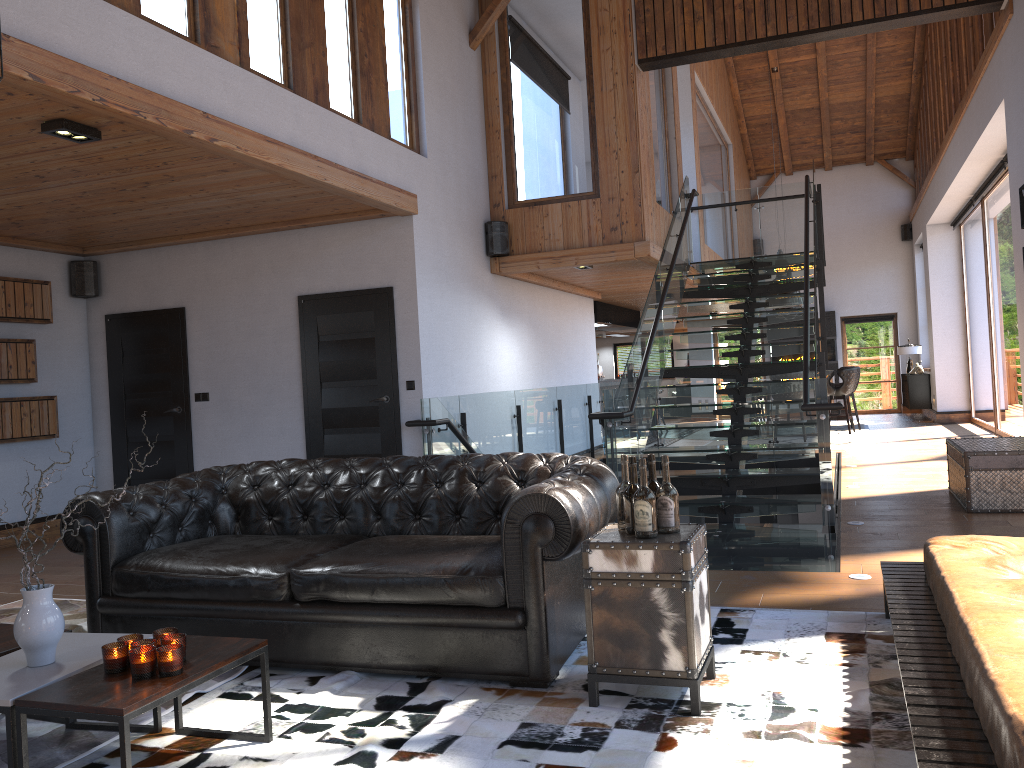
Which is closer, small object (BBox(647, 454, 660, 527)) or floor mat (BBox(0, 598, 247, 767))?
floor mat (BBox(0, 598, 247, 767))

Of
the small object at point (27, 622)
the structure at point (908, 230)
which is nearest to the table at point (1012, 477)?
the small object at point (27, 622)

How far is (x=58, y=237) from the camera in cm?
793

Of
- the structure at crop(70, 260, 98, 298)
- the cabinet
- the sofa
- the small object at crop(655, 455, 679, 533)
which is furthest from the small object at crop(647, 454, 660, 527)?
the cabinet

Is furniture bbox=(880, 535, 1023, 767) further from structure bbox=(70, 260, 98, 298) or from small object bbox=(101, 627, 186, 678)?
structure bbox=(70, 260, 98, 298)

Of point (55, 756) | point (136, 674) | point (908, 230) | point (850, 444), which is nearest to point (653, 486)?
point (136, 674)

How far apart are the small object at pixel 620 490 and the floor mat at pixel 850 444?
9.8m

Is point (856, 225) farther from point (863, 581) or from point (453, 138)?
point (863, 581)

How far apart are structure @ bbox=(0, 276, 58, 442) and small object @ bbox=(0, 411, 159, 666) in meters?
5.5 m

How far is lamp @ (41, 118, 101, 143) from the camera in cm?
462
